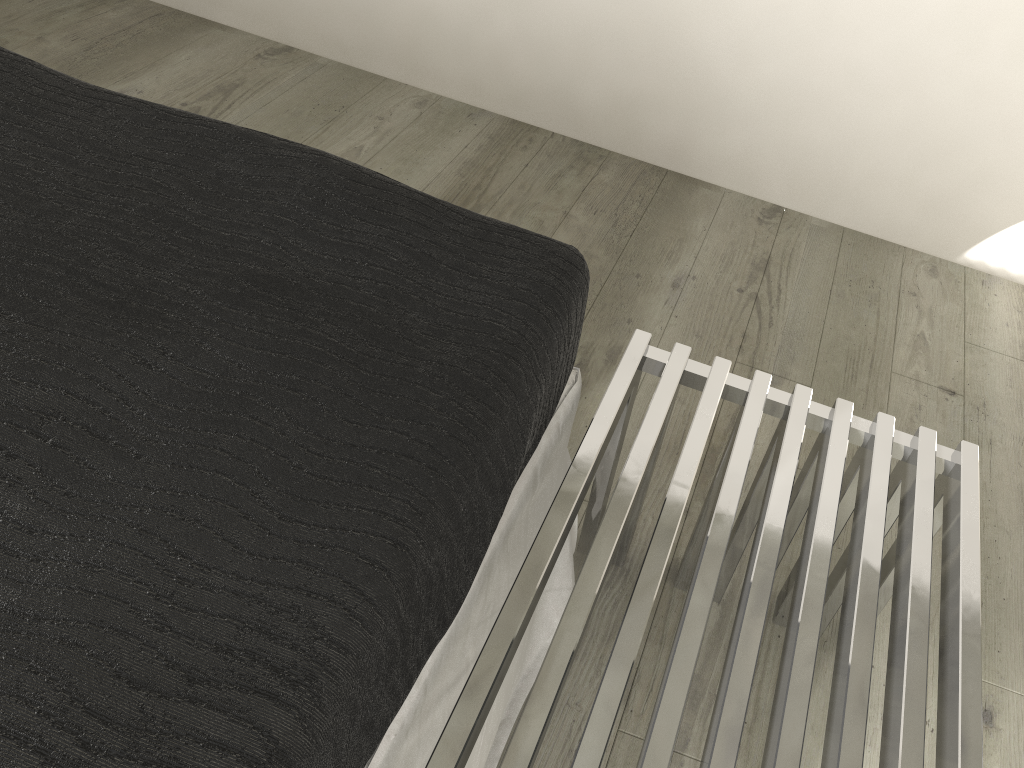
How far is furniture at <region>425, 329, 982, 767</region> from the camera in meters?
1.0 m

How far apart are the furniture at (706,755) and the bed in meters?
0.1

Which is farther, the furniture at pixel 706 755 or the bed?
the furniture at pixel 706 755

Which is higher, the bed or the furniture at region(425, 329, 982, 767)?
the bed

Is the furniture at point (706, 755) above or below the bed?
below

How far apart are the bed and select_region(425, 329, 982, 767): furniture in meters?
0.1 m

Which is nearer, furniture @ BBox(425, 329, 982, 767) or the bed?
the bed

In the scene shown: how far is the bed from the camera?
→ 0.7 meters

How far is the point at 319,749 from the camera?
0.73m

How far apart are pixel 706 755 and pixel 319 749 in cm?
45
